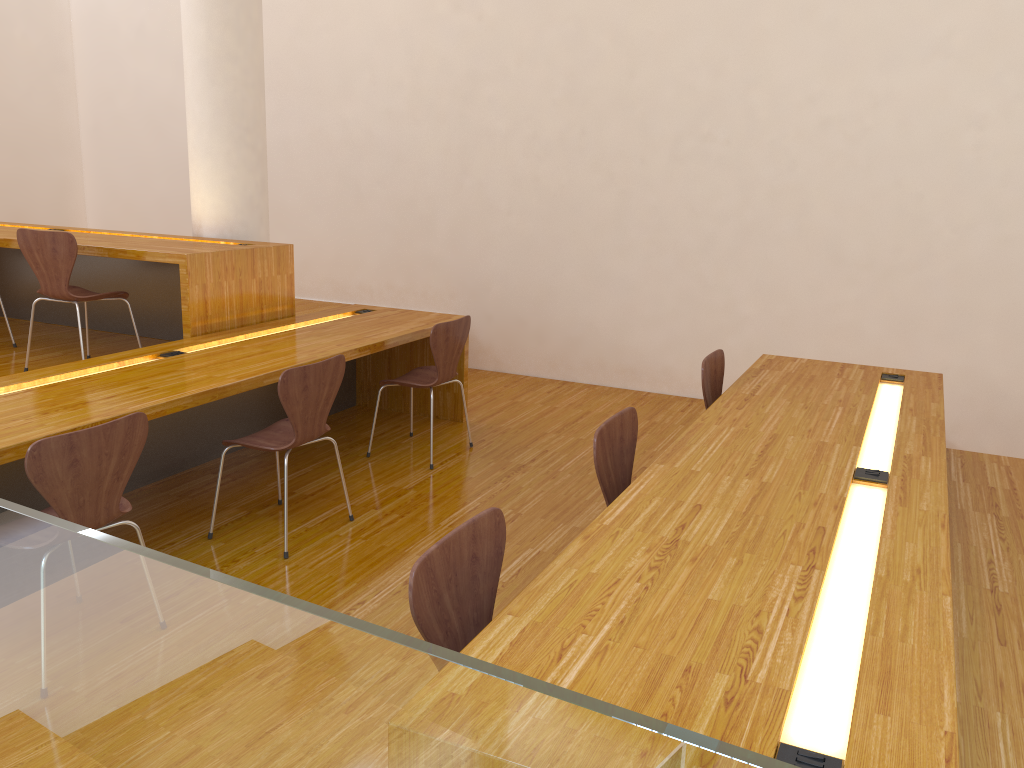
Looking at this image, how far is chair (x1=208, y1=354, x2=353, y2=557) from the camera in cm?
315

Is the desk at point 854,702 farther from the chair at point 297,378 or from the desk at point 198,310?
the desk at point 198,310

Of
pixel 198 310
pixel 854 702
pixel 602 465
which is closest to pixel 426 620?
pixel 854 702

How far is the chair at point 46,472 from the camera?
2.3m

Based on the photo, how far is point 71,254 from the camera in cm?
403

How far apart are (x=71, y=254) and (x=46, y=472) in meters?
2.1

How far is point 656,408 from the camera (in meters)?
5.46

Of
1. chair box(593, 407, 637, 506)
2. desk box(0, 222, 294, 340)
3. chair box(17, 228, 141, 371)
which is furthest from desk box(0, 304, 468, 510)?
chair box(593, 407, 637, 506)

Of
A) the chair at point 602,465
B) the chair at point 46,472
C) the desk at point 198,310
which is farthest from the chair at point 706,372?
the desk at point 198,310

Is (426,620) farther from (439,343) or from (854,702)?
(439,343)
